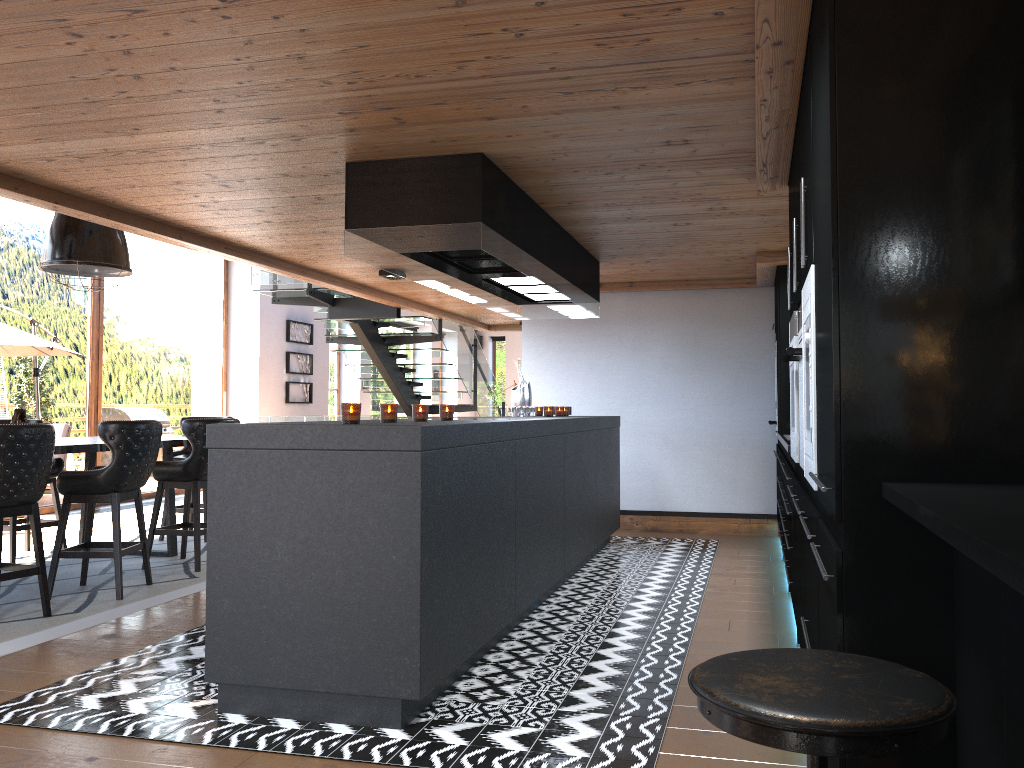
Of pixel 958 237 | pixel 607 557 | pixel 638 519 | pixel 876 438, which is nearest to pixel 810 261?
pixel 958 237

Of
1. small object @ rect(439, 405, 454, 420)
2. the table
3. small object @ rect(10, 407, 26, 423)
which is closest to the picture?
the table

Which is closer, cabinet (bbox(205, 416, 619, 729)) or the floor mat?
cabinet (bbox(205, 416, 619, 729))

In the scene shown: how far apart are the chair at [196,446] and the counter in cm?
395

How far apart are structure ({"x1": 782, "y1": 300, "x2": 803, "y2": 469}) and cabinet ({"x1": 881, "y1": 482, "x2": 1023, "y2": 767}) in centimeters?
146cm

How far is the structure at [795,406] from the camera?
3.85m

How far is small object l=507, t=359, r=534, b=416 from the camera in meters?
6.8 m

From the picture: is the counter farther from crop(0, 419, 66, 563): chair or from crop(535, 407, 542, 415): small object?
crop(0, 419, 66, 563): chair

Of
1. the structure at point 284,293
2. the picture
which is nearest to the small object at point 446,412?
the structure at point 284,293

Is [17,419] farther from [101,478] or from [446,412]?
[446,412]
